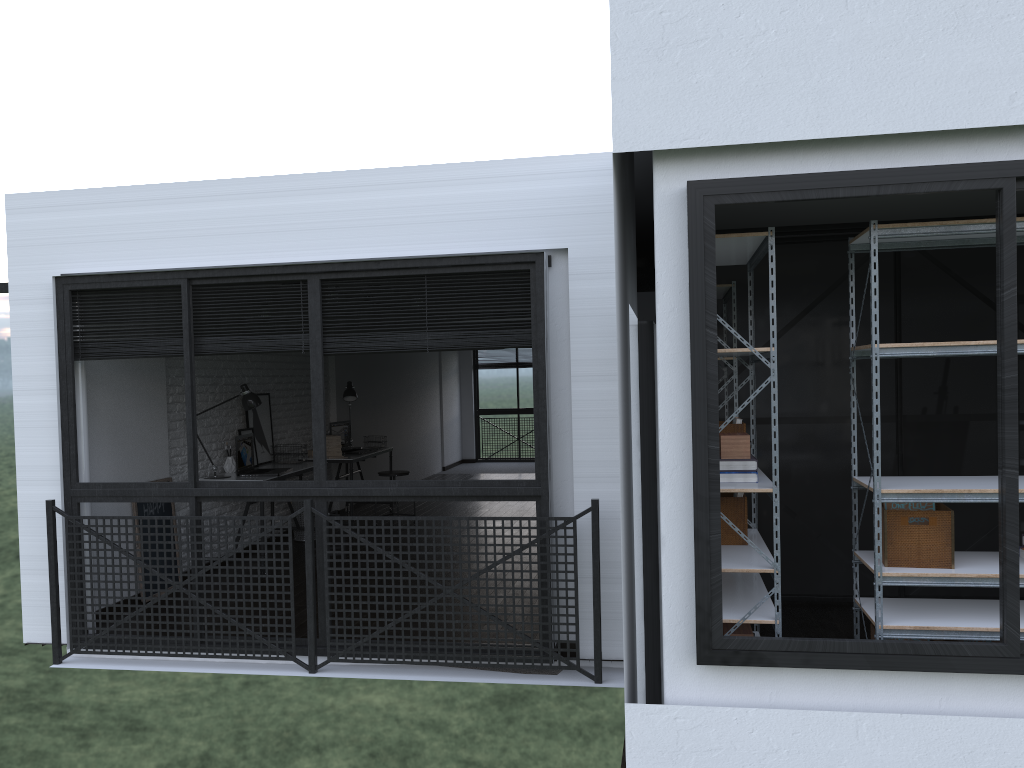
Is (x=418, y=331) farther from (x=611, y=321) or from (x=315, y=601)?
(x=315, y=601)

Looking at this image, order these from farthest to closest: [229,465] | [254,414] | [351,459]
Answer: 1. [351,459]
2. [254,414]
3. [229,465]

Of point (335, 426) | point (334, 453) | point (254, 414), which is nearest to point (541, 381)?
point (254, 414)

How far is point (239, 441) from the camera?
6.81m

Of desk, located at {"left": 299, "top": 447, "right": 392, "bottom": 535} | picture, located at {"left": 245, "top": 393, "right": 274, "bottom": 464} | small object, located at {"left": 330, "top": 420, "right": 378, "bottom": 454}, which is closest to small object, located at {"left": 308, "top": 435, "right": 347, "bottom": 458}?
desk, located at {"left": 299, "top": 447, "right": 392, "bottom": 535}

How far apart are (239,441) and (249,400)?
0.3m

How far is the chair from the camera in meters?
8.7 m

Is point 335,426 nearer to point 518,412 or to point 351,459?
point 351,459

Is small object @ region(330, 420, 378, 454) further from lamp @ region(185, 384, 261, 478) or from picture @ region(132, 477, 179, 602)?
picture @ region(132, 477, 179, 602)

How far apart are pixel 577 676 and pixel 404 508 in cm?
571
